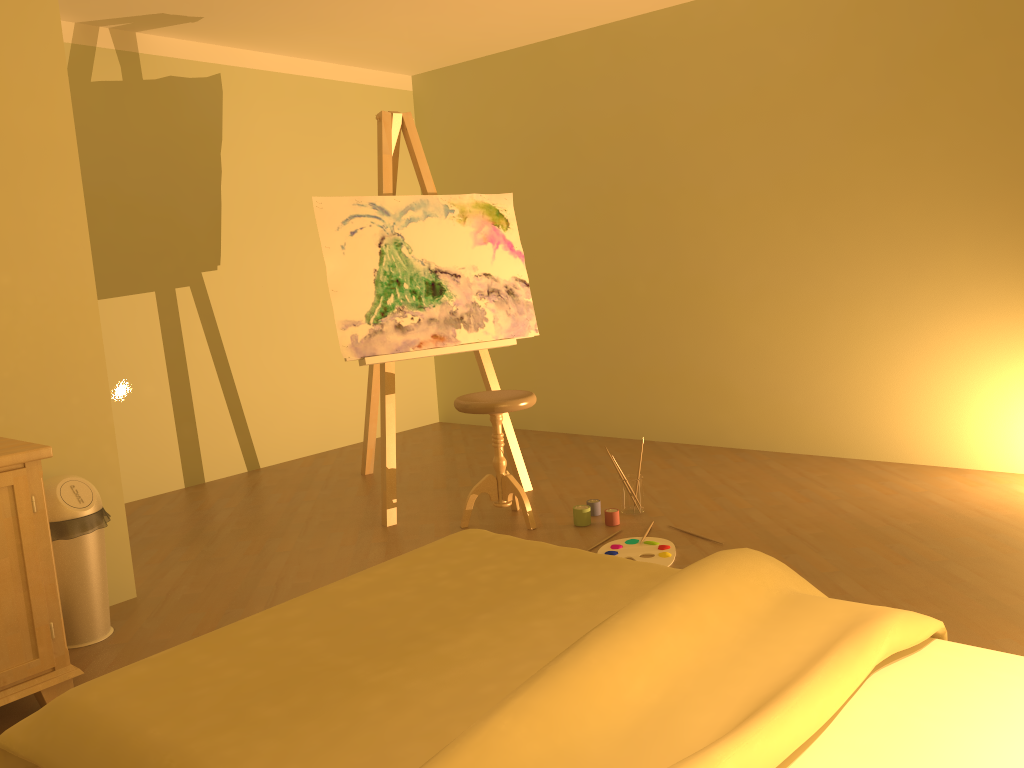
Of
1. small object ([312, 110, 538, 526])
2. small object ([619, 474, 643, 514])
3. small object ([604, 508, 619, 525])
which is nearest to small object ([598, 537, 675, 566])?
small object ([604, 508, 619, 525])

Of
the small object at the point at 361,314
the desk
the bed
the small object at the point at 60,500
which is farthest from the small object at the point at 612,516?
the desk

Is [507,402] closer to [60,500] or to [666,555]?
[666,555]

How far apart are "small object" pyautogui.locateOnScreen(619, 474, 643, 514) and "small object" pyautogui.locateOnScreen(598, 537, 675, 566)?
0.4m

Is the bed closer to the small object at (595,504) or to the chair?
the chair

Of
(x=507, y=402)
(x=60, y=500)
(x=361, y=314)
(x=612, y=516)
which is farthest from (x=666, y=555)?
(x=60, y=500)

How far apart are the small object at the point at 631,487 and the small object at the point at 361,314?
0.6m

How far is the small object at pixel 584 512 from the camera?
3.66m

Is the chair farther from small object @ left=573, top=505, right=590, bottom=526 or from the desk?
the desk

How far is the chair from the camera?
3.6m
